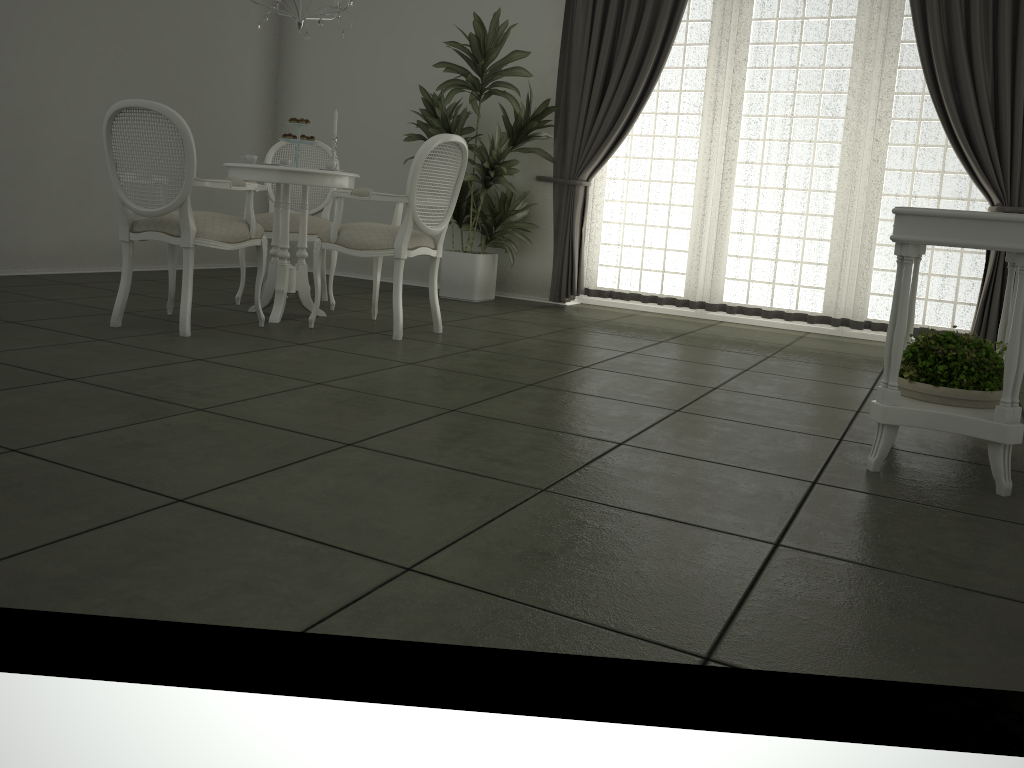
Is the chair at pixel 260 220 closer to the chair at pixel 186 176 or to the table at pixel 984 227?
the chair at pixel 186 176

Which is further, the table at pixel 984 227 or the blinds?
the blinds

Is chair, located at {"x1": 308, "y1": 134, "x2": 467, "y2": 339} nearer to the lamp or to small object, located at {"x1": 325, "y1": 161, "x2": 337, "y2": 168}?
small object, located at {"x1": 325, "y1": 161, "x2": 337, "y2": 168}

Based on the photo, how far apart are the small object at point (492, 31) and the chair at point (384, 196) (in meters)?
1.31

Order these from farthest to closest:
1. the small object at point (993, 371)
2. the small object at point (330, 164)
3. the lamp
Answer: the small object at point (330, 164)
the lamp
the small object at point (993, 371)

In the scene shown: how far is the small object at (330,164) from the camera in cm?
473

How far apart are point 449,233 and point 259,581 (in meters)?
5.75

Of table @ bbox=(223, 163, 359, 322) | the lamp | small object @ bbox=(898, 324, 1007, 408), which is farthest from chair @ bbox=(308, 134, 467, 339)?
small object @ bbox=(898, 324, 1007, 408)

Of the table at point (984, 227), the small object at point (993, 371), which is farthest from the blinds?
the small object at point (993, 371)

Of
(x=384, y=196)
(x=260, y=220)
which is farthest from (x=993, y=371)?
(x=260, y=220)
